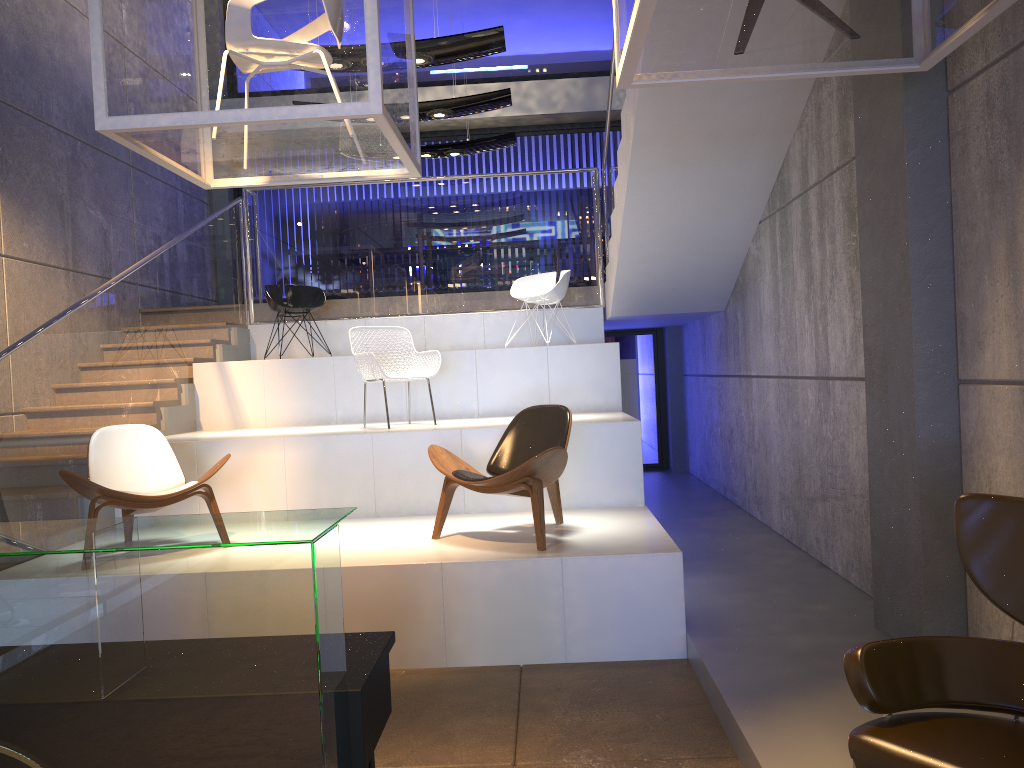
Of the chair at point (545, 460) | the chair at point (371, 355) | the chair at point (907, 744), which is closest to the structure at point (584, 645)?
the chair at point (545, 460)

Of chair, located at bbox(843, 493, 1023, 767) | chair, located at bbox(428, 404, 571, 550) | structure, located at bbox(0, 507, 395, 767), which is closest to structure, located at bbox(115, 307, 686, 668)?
chair, located at bbox(428, 404, 571, 550)

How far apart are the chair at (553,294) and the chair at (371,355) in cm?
Answer: 166

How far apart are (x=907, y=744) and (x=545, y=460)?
2.8m

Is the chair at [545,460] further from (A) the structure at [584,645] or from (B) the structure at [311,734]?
(B) the structure at [311,734]

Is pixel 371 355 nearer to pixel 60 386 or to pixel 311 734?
pixel 60 386

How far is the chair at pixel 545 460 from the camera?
4.8 meters

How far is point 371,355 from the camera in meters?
6.6

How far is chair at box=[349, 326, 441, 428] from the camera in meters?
6.6

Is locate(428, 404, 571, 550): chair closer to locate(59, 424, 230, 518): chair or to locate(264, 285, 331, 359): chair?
locate(59, 424, 230, 518): chair
